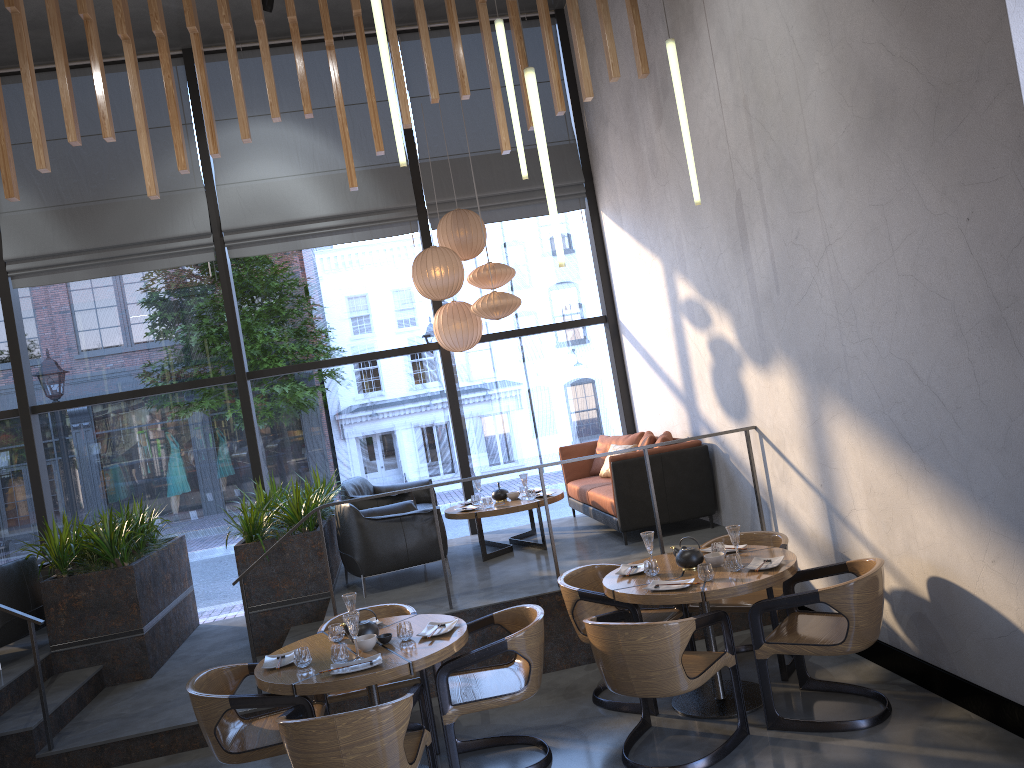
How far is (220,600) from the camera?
11.91m

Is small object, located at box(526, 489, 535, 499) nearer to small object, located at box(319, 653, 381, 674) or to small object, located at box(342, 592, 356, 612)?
small object, located at box(342, 592, 356, 612)

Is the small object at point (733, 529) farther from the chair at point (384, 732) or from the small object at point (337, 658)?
the small object at point (337, 658)

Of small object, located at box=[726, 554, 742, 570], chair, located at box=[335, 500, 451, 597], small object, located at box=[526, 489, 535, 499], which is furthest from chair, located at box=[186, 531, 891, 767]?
small object, located at box=[526, 489, 535, 499]

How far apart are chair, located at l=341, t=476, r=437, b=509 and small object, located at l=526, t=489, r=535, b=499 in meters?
1.1

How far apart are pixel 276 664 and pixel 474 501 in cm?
369

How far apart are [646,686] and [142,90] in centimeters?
776cm

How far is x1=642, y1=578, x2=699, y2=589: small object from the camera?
4.68m

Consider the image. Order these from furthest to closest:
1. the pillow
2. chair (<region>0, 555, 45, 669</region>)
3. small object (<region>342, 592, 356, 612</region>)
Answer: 1. the pillow
2. chair (<region>0, 555, 45, 669</region>)
3. small object (<region>342, 592, 356, 612</region>)

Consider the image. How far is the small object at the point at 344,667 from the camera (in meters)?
4.18
